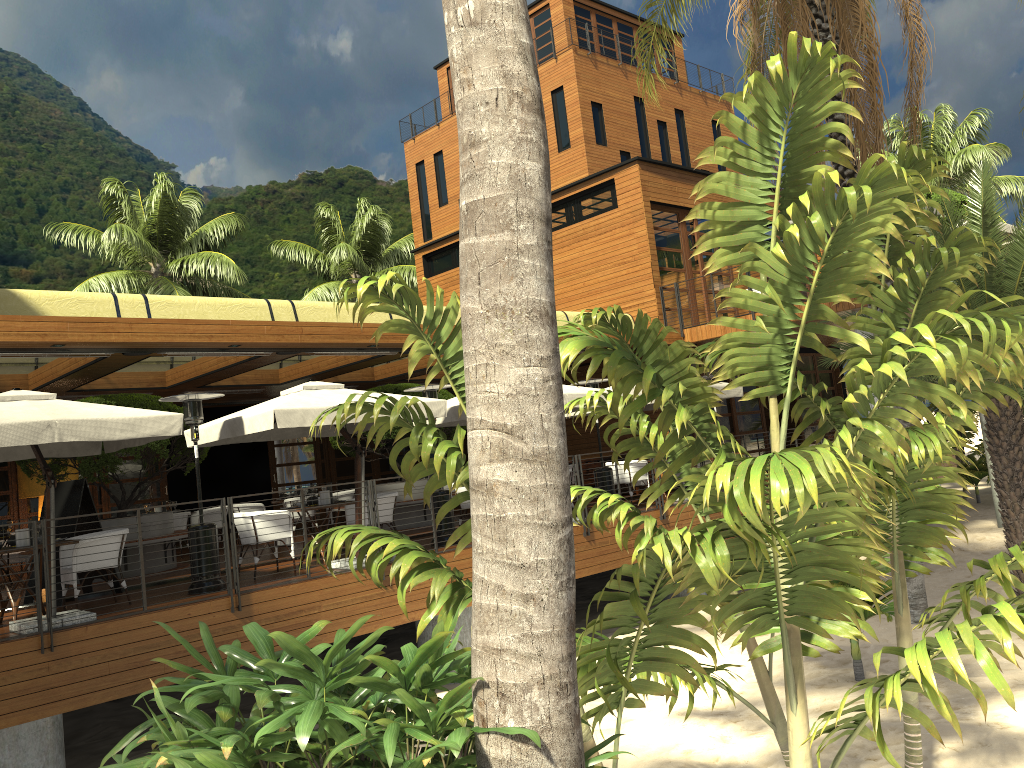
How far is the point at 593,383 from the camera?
14.3m

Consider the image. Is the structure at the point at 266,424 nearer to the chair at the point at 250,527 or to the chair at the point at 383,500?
the chair at the point at 250,527

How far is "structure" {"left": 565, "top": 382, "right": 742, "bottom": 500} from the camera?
15.48m

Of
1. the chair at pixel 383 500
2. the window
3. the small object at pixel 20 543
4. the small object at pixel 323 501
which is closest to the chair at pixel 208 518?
the window

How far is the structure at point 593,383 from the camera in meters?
14.3 m

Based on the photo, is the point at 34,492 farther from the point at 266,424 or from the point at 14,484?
the point at 266,424

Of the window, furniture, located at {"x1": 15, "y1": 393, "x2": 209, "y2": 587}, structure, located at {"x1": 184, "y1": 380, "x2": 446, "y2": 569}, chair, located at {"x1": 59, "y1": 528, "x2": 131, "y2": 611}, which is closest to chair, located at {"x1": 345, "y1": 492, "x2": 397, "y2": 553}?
structure, located at {"x1": 184, "y1": 380, "x2": 446, "y2": 569}

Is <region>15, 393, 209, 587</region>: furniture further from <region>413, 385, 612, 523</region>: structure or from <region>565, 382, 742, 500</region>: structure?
<region>565, 382, 742, 500</region>: structure

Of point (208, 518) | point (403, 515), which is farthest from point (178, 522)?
point (403, 515)

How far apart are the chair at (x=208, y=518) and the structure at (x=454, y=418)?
4.84m
